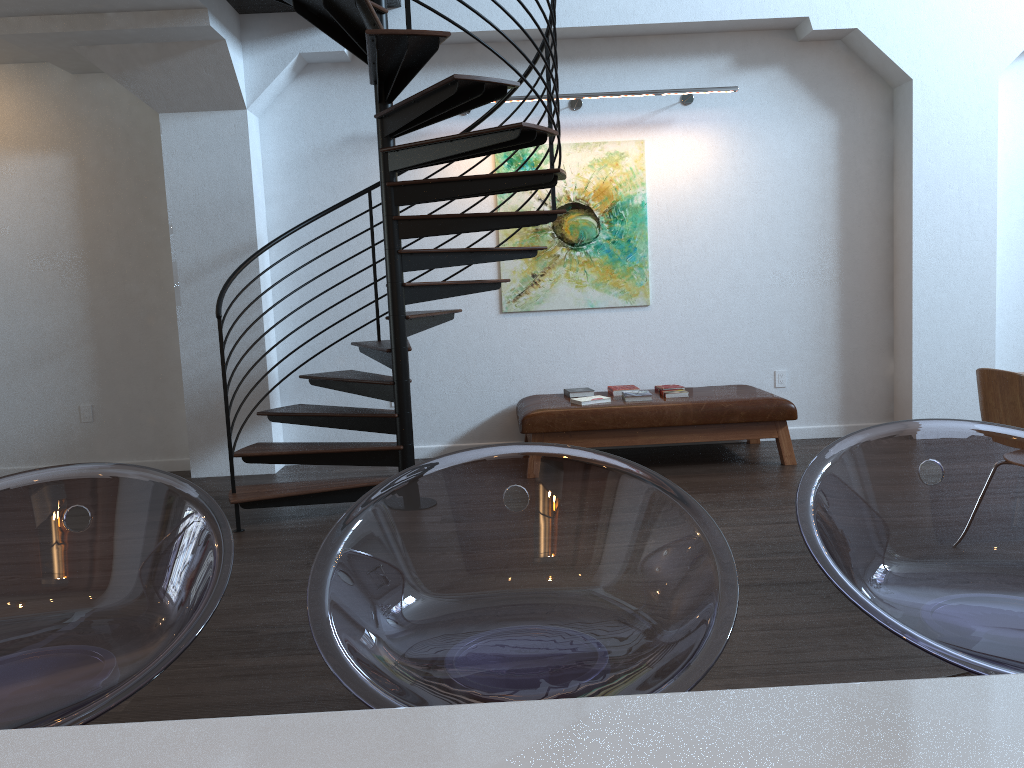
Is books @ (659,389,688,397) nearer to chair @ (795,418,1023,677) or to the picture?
the picture

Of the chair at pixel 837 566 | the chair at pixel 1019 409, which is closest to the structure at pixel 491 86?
the chair at pixel 1019 409

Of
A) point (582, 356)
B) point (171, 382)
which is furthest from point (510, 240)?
point (171, 382)

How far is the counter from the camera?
0.7 meters

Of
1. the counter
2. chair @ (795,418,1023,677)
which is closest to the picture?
chair @ (795,418,1023,677)

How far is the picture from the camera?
6.4 meters

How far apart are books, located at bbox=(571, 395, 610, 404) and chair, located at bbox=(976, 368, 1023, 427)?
2.6m

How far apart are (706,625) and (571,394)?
5.2 meters

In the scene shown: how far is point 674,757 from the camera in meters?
0.7

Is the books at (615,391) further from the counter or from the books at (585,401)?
the counter
